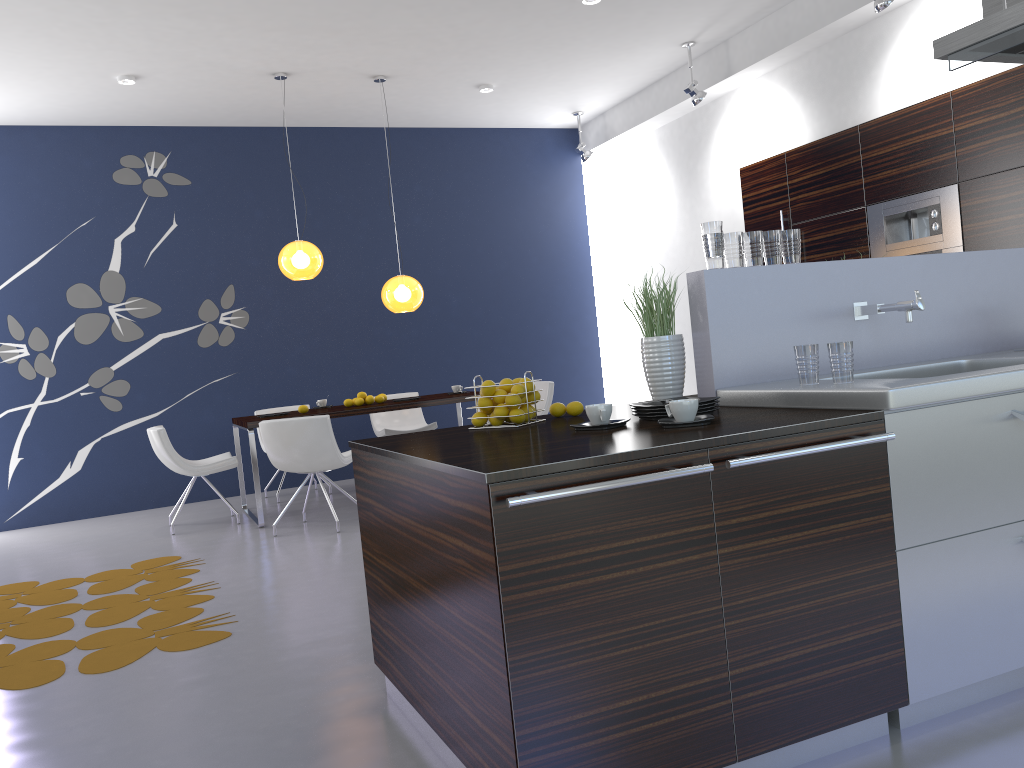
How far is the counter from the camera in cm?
216

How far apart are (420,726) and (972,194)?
5.0m

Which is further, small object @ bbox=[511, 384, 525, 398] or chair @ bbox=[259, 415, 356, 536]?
chair @ bbox=[259, 415, 356, 536]

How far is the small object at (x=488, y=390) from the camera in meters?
2.9 m

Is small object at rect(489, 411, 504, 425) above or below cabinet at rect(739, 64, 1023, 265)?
below

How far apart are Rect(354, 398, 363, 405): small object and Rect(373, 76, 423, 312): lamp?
0.8 meters

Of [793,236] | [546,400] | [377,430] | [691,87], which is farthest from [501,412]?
[377,430]

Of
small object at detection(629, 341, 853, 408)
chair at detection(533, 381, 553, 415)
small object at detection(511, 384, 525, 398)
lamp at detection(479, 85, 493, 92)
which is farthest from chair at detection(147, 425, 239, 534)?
small object at detection(629, 341, 853, 408)

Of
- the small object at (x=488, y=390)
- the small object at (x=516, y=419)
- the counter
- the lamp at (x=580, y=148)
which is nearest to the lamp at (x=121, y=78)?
the lamp at (x=580, y=148)

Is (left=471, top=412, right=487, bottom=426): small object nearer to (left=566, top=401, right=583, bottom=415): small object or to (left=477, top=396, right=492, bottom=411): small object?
(left=477, top=396, right=492, bottom=411): small object
